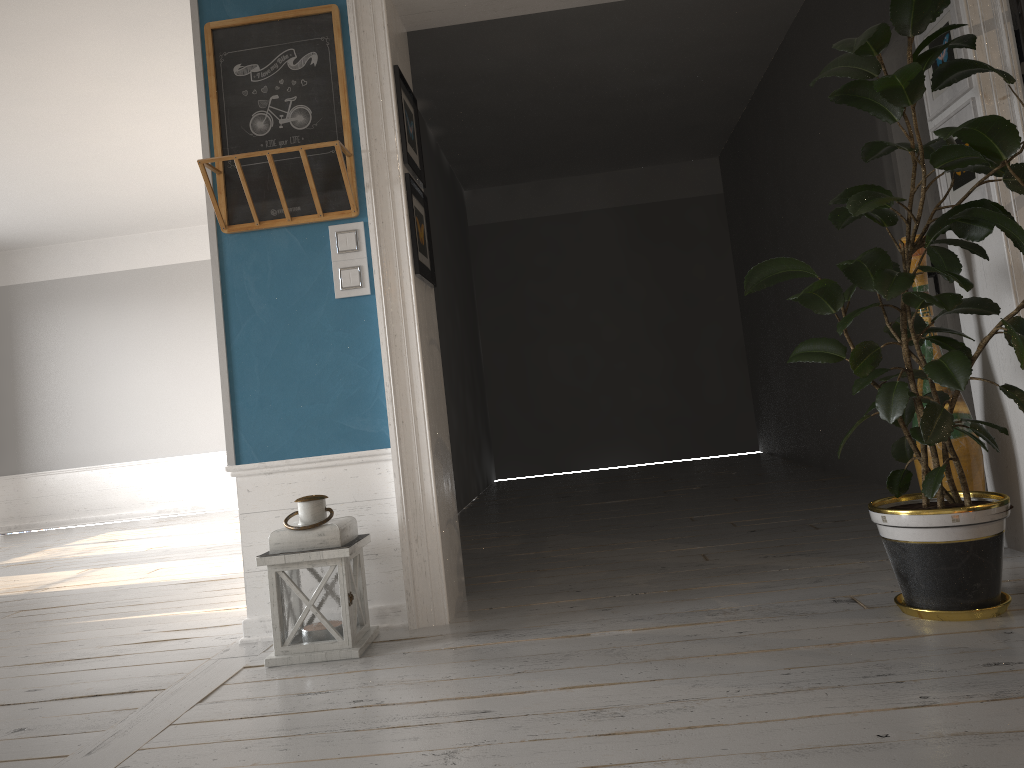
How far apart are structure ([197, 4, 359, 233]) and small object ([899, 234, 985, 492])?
1.9m

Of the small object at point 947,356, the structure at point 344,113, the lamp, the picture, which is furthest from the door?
the lamp

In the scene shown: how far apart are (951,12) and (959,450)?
1.47m

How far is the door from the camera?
4.21m

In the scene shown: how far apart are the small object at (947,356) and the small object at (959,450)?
0.4 meters

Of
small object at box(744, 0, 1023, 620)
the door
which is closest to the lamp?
small object at box(744, 0, 1023, 620)

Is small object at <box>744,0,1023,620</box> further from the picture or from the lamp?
the lamp

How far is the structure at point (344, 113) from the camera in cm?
306

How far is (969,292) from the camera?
3.16m

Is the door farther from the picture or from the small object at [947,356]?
the small object at [947,356]
